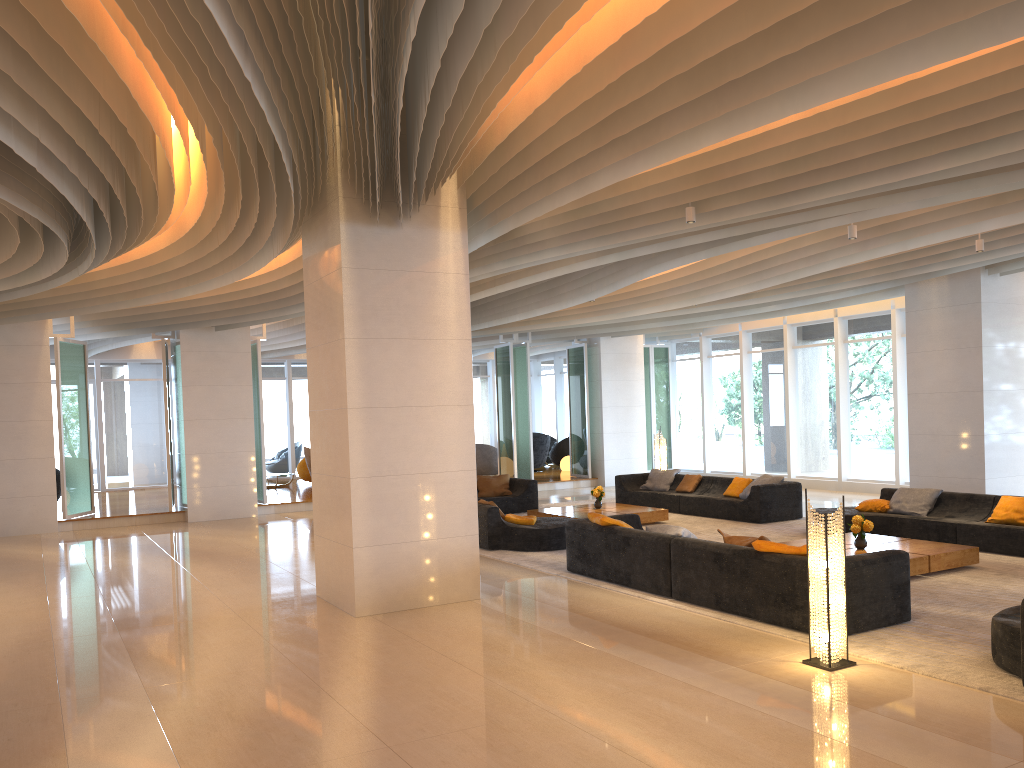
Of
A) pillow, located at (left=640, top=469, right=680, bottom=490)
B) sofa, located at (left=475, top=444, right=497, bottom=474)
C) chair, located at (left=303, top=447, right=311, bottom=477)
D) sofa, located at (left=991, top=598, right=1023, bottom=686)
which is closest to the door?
chair, located at (left=303, top=447, right=311, bottom=477)

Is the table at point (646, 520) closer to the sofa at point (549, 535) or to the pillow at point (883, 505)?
the sofa at point (549, 535)

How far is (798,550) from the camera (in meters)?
6.94

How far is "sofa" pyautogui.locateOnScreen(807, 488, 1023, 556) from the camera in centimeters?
987cm

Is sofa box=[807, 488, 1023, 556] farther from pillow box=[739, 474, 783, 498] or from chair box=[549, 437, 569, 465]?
chair box=[549, 437, 569, 465]

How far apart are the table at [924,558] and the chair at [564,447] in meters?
14.9 m

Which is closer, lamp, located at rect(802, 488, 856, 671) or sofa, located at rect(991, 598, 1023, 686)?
sofa, located at rect(991, 598, 1023, 686)

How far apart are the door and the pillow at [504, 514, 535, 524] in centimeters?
1519cm

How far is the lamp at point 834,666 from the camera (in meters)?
5.90

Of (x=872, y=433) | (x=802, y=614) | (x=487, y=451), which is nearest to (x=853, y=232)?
(x=802, y=614)
